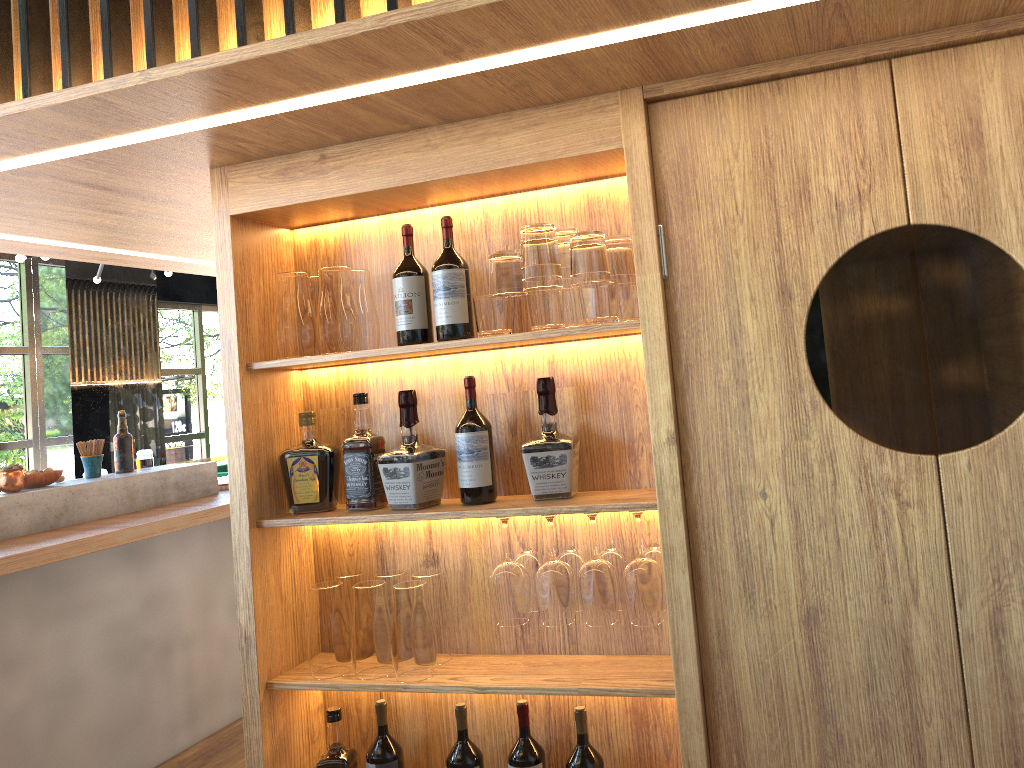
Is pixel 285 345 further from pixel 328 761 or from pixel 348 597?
pixel 328 761

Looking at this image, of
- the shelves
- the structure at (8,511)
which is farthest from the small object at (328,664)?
the structure at (8,511)

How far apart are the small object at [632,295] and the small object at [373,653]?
0.9m

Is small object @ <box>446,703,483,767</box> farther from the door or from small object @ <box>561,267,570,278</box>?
small object @ <box>561,267,570,278</box>

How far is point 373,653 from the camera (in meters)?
2.08

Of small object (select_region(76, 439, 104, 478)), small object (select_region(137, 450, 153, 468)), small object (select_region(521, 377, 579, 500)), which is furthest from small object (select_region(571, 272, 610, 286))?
small object (select_region(137, 450, 153, 468))

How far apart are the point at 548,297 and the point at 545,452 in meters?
0.4

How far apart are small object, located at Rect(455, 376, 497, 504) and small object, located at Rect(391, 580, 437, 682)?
0.2 meters

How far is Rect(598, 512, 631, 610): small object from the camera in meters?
A: 2.0

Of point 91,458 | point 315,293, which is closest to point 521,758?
point 315,293
